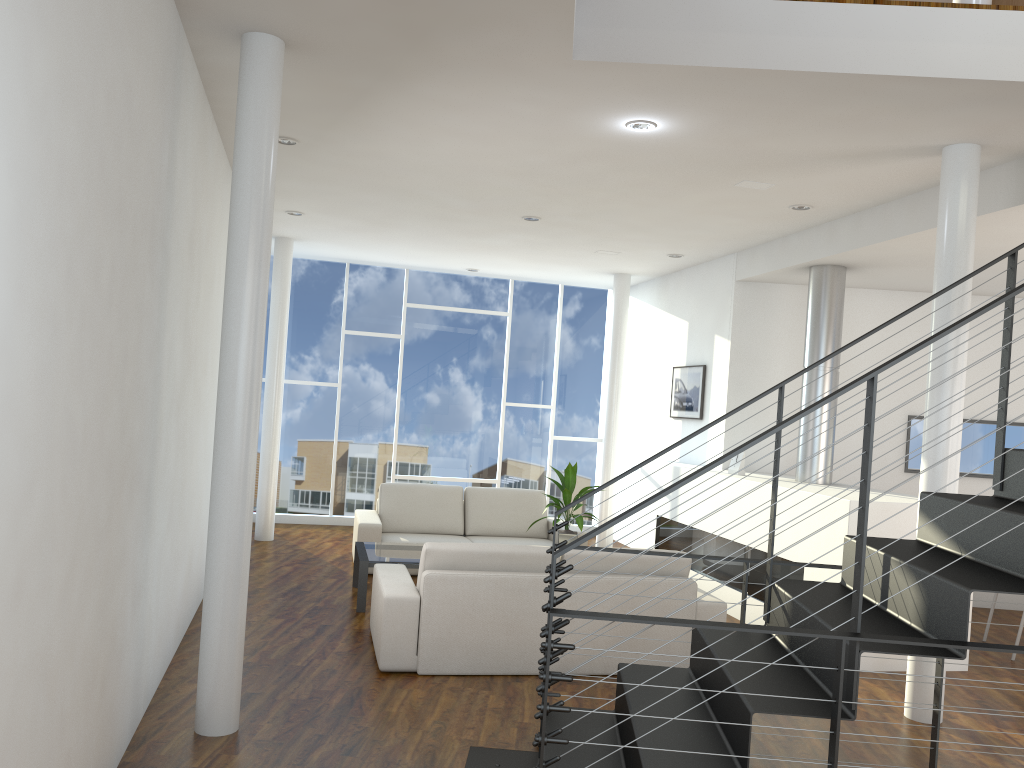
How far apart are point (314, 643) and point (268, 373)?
3.3m

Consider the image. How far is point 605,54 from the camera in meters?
3.1

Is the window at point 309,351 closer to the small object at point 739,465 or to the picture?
the picture

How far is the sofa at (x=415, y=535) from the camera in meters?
6.3

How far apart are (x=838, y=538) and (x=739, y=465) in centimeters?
143cm

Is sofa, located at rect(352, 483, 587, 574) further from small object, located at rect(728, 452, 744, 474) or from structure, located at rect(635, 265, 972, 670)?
small object, located at rect(728, 452, 744, 474)

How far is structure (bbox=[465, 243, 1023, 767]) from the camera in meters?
2.1

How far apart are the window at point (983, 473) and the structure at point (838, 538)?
1.08m

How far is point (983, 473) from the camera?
6.3m

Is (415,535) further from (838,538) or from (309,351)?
(838,538)
